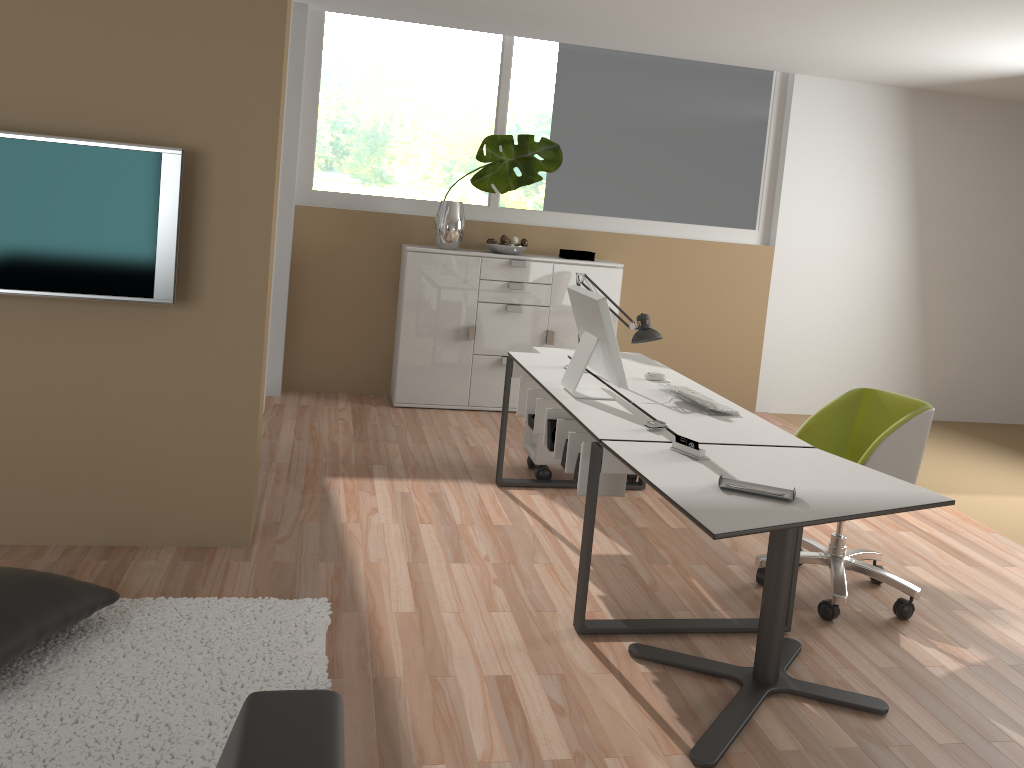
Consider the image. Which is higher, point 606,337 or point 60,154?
point 60,154

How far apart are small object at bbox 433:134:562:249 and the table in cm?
325

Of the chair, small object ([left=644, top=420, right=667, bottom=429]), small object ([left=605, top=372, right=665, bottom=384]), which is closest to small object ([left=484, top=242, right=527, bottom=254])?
small object ([left=605, top=372, right=665, bottom=384])

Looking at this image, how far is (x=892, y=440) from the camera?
3.42m

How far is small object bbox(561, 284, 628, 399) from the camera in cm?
342

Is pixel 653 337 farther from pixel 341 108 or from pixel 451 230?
pixel 341 108

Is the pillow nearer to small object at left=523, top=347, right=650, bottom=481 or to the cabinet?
small object at left=523, top=347, right=650, bottom=481

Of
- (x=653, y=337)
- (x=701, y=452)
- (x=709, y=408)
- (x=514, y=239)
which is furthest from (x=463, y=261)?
(x=701, y=452)

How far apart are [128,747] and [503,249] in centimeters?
425cm

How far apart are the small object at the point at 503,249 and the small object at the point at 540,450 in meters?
1.4 m
